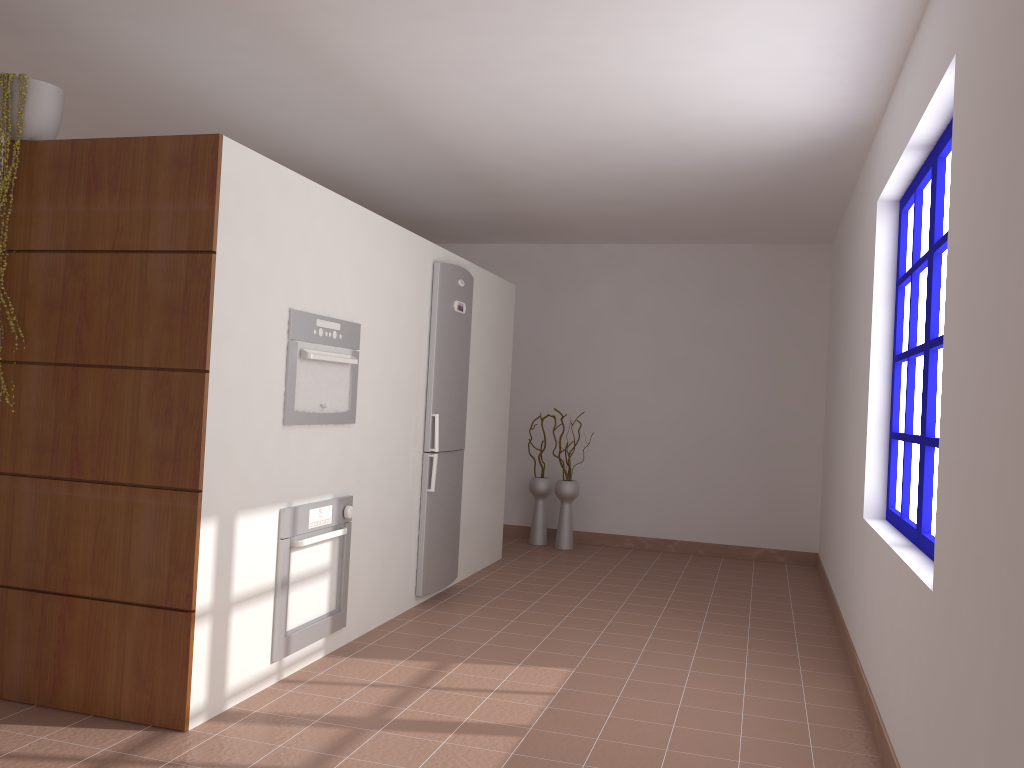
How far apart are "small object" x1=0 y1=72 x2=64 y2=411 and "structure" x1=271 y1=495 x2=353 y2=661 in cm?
163

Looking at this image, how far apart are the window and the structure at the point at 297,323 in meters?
2.3 m

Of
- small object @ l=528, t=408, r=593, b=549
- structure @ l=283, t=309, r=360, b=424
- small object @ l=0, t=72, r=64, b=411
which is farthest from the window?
small object @ l=528, t=408, r=593, b=549

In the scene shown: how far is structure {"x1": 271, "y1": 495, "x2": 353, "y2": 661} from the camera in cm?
347

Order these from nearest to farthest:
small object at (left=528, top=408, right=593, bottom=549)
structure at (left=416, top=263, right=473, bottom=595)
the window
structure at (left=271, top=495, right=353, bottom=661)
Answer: the window, structure at (left=271, top=495, right=353, bottom=661), structure at (left=416, top=263, right=473, bottom=595), small object at (left=528, top=408, right=593, bottom=549)

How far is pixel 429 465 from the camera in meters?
4.9

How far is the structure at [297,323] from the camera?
3.50m

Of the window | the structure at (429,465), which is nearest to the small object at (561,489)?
the structure at (429,465)

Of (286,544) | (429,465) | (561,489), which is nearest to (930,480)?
(286,544)

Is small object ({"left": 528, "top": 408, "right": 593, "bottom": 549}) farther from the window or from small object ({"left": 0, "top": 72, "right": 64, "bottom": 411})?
small object ({"left": 0, "top": 72, "right": 64, "bottom": 411})
